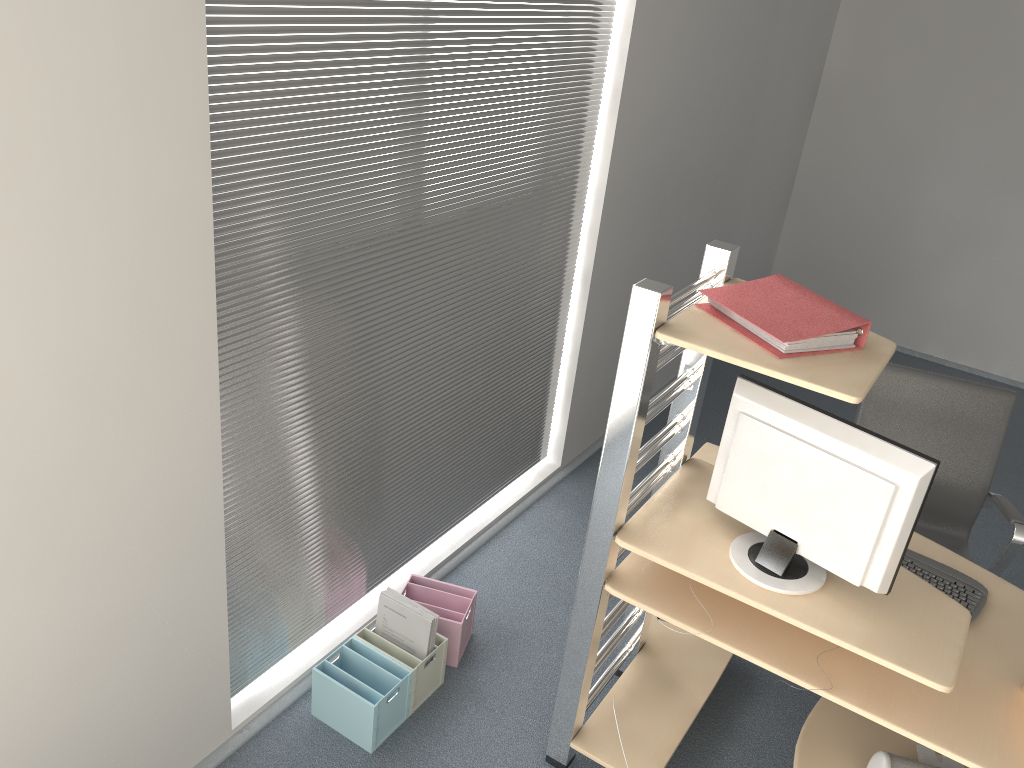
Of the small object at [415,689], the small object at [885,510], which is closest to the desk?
the small object at [885,510]

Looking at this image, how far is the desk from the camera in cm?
203

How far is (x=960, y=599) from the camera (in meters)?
2.46

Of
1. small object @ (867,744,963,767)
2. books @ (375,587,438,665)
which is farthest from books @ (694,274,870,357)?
books @ (375,587,438,665)

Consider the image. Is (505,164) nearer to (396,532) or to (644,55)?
(644,55)

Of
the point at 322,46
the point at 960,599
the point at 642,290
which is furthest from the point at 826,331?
the point at 322,46

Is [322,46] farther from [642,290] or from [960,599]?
[960,599]

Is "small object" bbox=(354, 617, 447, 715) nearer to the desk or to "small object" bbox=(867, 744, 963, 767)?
the desk

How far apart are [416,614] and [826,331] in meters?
1.5

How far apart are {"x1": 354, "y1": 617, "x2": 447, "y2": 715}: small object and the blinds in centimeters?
18cm
